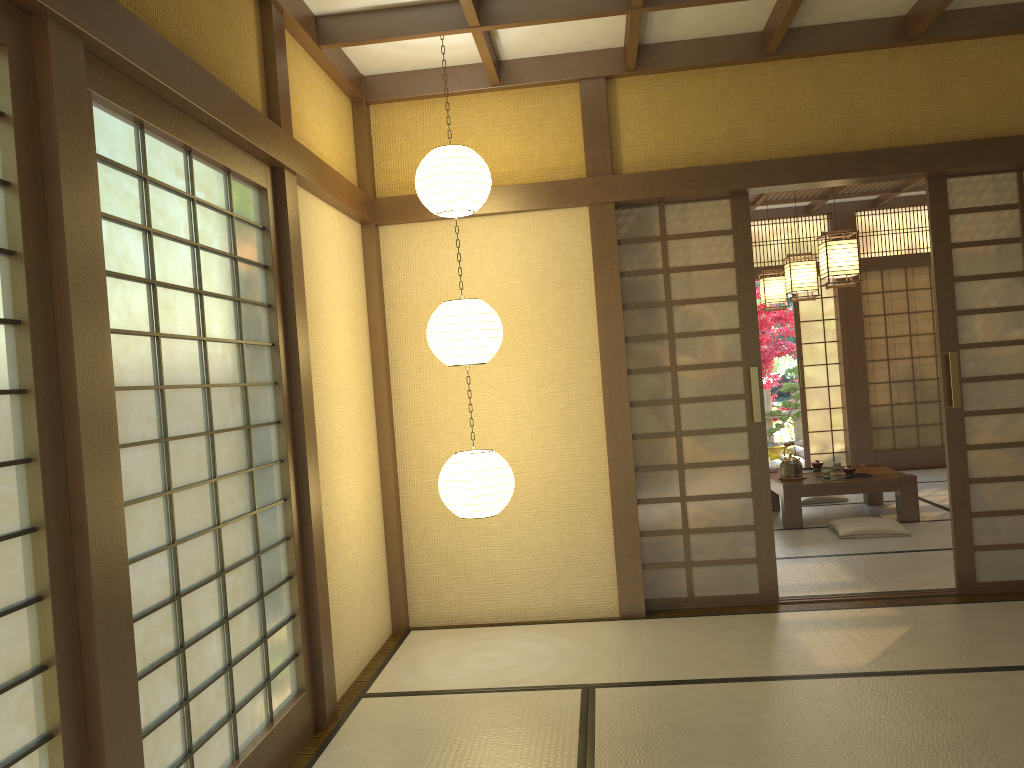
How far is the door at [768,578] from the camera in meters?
4.8 m

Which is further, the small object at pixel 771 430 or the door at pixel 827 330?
the small object at pixel 771 430

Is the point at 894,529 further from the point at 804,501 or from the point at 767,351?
the point at 767,351

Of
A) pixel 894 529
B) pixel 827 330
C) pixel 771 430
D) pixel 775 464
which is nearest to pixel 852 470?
pixel 894 529

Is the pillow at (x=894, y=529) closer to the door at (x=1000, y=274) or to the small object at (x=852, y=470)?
the small object at (x=852, y=470)

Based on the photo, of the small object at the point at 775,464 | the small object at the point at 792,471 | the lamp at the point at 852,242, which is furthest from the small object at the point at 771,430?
the lamp at the point at 852,242

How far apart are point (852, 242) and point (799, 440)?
6.8m

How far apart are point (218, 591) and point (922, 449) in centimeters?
882cm

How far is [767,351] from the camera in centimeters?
1275cm

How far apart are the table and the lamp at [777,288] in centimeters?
171cm
